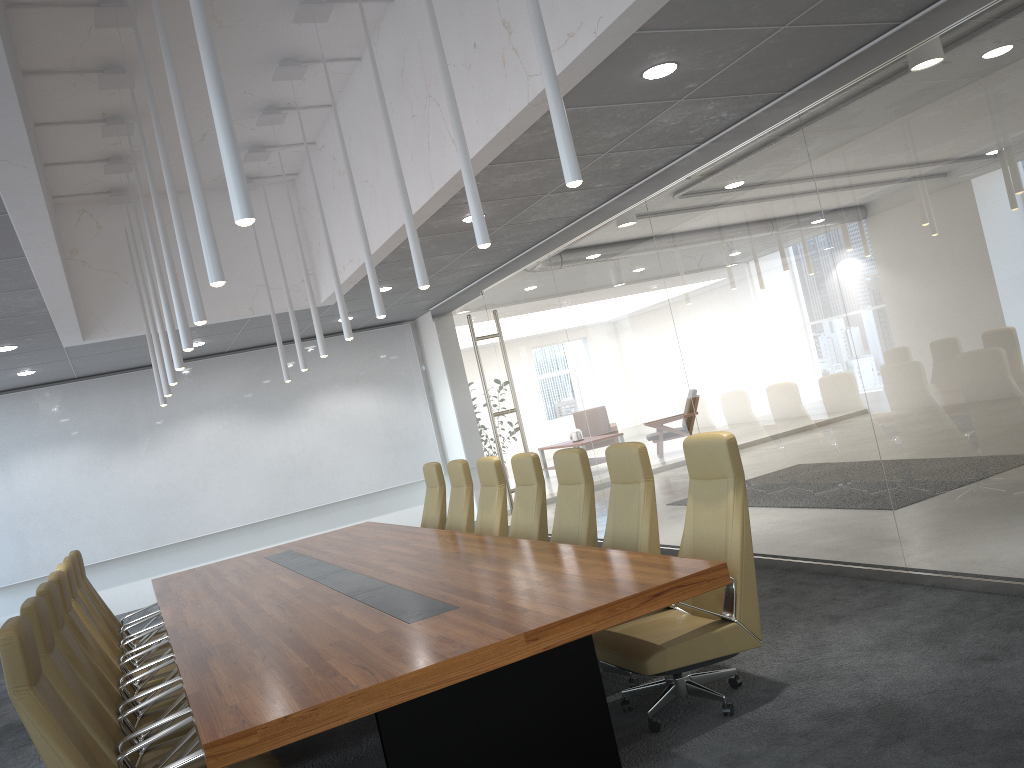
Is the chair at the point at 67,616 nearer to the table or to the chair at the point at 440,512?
the table

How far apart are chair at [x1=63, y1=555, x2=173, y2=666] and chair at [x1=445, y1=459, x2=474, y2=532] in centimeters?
274cm

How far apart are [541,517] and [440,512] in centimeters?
241cm

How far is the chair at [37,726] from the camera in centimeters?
341cm

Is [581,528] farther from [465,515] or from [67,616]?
[67,616]

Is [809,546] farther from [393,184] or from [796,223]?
[393,184]

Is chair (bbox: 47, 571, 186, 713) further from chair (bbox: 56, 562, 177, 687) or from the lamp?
the lamp

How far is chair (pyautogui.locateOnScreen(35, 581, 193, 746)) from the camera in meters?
4.9 m

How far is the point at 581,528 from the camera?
6.24m

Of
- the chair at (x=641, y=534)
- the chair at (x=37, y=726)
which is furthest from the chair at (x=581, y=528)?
the chair at (x=37, y=726)
